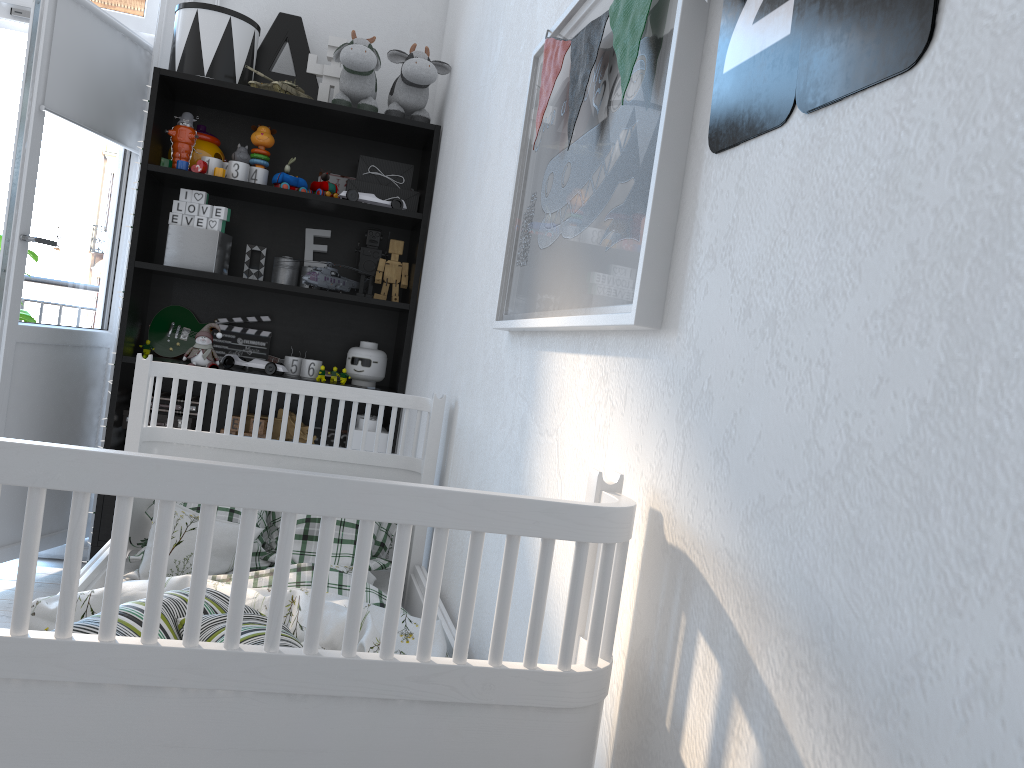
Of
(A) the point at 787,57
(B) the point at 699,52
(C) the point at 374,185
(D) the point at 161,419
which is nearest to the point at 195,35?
(C) the point at 374,185

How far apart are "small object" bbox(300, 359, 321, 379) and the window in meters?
1.4

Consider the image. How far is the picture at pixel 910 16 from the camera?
0.6 meters

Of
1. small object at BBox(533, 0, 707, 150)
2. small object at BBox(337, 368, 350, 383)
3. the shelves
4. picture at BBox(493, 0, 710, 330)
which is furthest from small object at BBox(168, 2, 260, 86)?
small object at BBox(533, 0, 707, 150)

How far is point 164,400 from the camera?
2.9 meters

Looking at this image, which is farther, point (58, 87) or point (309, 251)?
point (309, 251)

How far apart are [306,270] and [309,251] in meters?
0.1 m

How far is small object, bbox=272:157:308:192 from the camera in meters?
2.9

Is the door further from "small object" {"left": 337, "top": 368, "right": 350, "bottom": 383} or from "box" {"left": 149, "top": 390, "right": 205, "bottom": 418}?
"small object" {"left": 337, "top": 368, "right": 350, "bottom": 383}

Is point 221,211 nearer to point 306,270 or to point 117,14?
point 306,270
